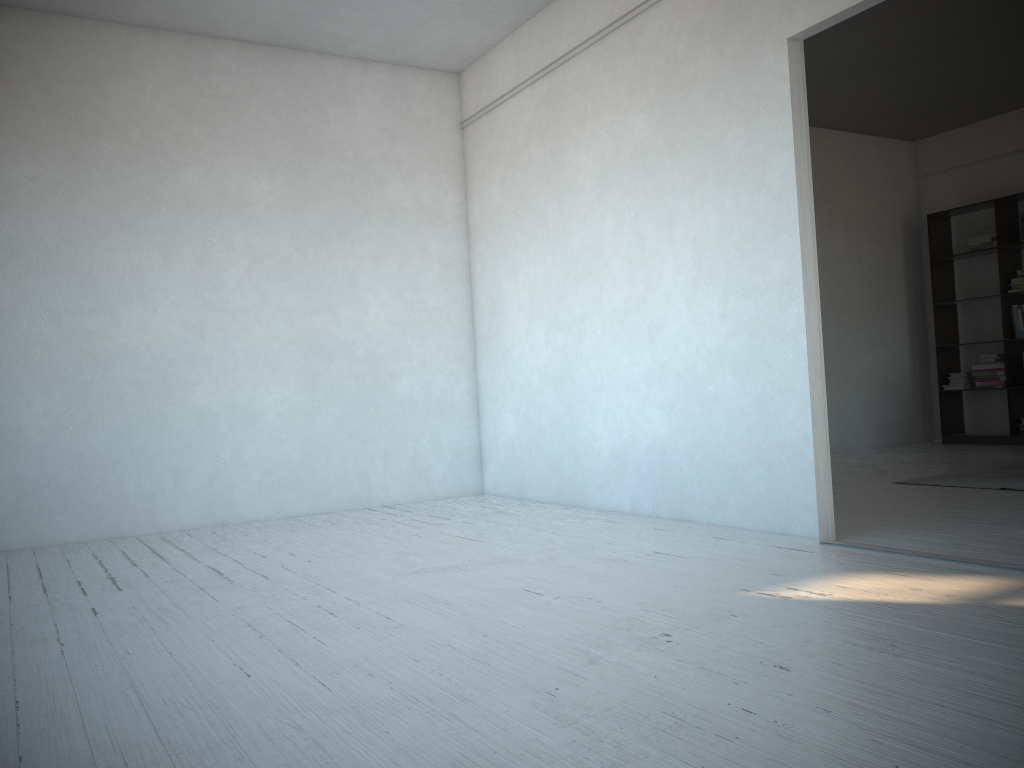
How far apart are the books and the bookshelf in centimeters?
5cm

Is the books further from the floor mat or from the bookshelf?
the floor mat

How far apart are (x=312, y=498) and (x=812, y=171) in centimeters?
526cm

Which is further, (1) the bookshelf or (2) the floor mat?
(1) the bookshelf

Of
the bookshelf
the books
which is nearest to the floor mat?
the bookshelf

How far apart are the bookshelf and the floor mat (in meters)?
1.93

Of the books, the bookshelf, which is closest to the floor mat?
the bookshelf

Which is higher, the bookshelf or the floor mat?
the bookshelf

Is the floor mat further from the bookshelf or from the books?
the books

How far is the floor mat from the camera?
5.0 meters
